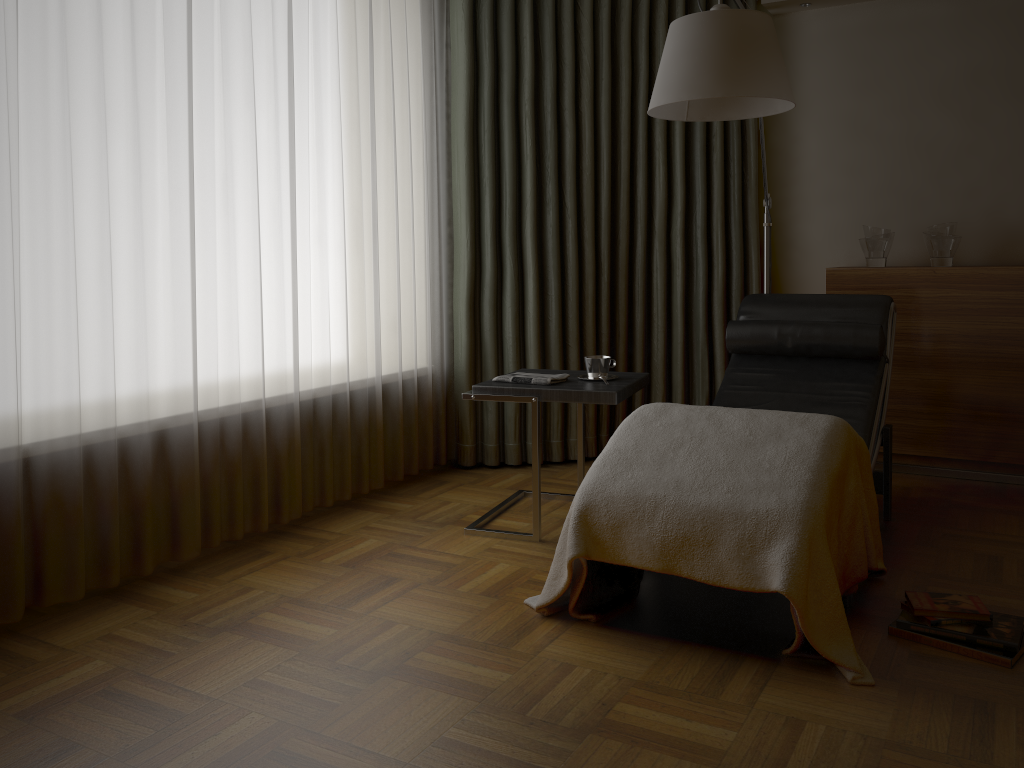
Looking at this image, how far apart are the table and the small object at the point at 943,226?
1.5m

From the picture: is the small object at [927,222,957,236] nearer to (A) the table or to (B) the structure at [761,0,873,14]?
(B) the structure at [761,0,873,14]

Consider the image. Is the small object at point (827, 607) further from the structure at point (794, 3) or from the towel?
the structure at point (794, 3)

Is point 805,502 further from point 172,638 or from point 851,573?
point 172,638

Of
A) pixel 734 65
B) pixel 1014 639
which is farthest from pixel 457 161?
pixel 1014 639

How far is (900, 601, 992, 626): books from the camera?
2.2 meters

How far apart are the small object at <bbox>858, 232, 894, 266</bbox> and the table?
1.4m

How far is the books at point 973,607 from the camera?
2.23m

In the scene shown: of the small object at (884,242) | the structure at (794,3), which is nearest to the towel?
the small object at (884,242)

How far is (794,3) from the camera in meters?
4.1
